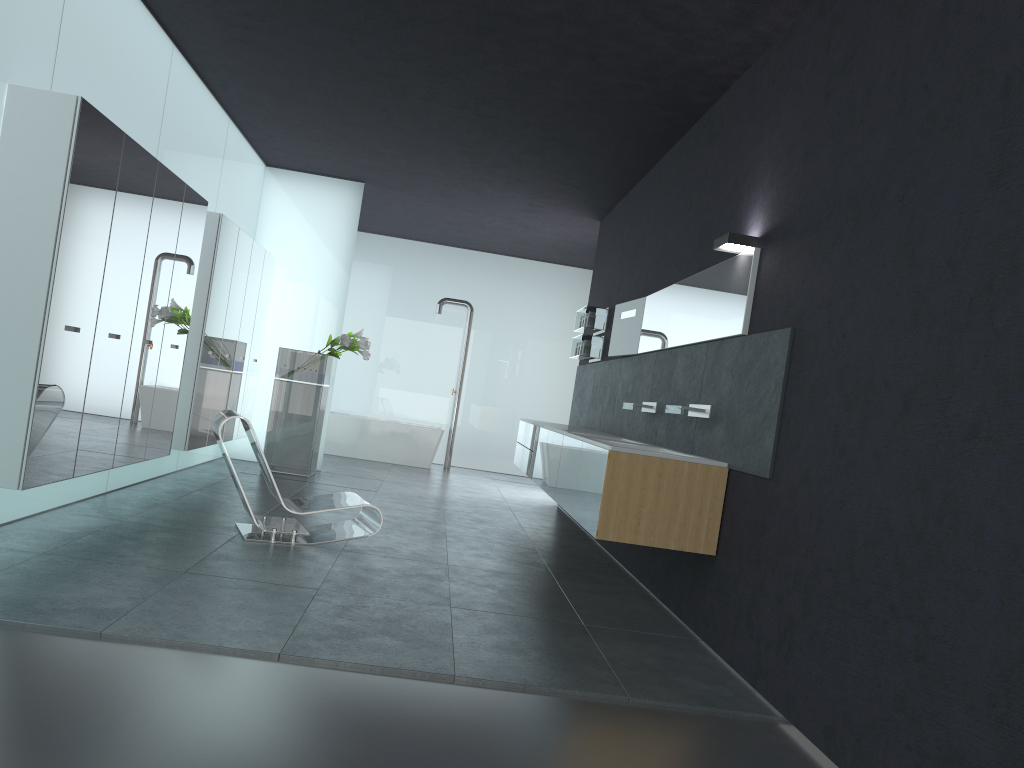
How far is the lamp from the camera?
5.4 meters

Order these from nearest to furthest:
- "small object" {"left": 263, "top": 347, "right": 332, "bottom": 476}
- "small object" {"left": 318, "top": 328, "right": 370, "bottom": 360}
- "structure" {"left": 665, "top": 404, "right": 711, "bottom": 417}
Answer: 1. "structure" {"left": 665, "top": 404, "right": 711, "bottom": 417}
2. "small object" {"left": 318, "top": 328, "right": 370, "bottom": 360}
3. "small object" {"left": 263, "top": 347, "right": 332, "bottom": 476}

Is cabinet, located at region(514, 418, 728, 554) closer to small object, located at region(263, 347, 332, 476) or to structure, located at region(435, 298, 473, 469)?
small object, located at region(263, 347, 332, 476)

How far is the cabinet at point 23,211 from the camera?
4.9 meters

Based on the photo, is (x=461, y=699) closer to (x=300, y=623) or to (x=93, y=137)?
(x=300, y=623)

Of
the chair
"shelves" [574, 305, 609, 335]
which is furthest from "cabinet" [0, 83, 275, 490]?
"shelves" [574, 305, 609, 335]

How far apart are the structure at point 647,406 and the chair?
2.2 meters

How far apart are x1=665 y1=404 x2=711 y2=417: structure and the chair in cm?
230

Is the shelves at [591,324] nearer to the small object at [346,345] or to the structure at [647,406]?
the small object at [346,345]

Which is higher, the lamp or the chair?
the lamp
